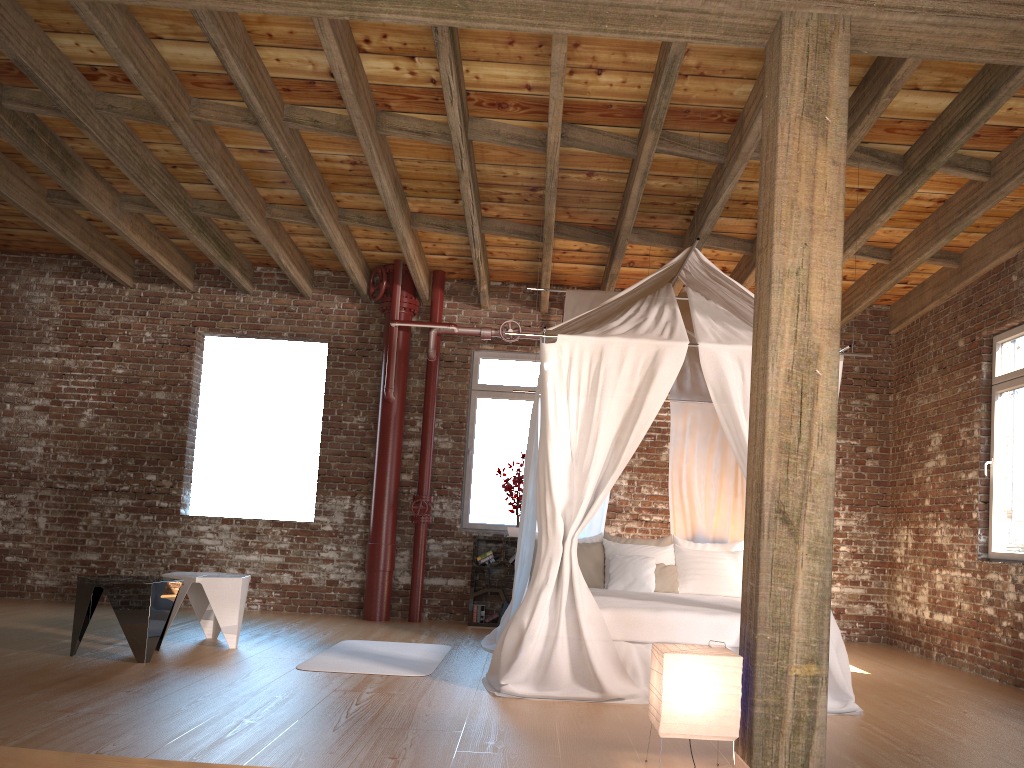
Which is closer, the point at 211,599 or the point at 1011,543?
the point at 211,599

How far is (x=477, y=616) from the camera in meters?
8.1

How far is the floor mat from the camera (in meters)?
5.48

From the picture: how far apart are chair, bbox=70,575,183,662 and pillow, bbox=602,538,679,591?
3.2m

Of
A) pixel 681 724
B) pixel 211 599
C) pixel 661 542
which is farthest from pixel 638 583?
pixel 681 724

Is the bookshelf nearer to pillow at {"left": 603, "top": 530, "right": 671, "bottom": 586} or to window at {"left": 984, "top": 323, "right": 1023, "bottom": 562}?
pillow at {"left": 603, "top": 530, "right": 671, "bottom": 586}

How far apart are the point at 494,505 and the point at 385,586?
1.3 meters

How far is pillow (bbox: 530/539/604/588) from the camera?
6.85m

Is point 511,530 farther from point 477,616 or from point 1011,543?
point 1011,543

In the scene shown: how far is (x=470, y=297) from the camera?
8.9m
